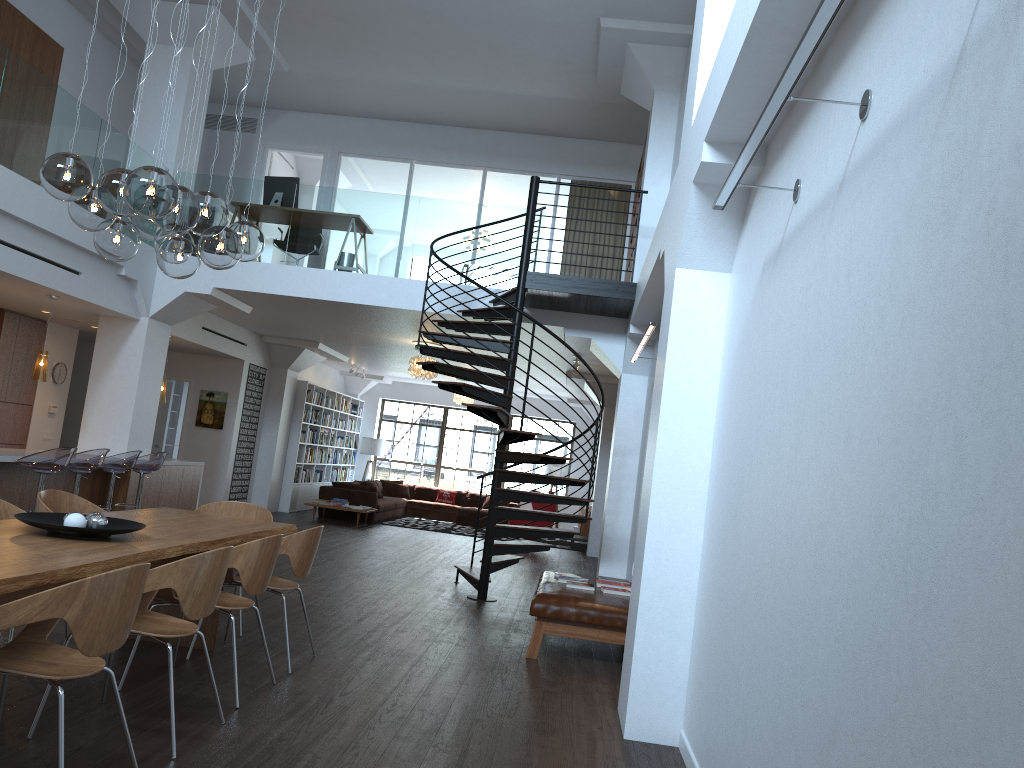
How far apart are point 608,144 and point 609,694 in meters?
9.6 m

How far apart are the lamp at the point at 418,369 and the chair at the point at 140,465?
3.99m

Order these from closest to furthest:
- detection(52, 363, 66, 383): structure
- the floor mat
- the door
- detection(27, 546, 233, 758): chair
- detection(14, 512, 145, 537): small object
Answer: detection(27, 546, 233, 758): chair → detection(14, 512, 145, 537): small object → detection(52, 363, 66, 383): structure → the door → the floor mat

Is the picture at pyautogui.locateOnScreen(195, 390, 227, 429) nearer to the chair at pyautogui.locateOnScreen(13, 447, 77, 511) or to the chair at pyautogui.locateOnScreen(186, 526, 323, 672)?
the chair at pyautogui.locateOnScreen(13, 447, 77, 511)

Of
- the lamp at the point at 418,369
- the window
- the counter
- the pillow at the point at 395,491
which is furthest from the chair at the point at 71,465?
the window

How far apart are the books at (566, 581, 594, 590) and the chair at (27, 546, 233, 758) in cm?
359

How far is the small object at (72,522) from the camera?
4.2 meters

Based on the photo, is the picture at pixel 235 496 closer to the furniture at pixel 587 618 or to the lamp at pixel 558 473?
the lamp at pixel 558 473

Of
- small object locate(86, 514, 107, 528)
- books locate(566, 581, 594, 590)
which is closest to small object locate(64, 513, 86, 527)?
small object locate(86, 514, 107, 528)

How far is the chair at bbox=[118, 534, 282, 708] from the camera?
4.4m
